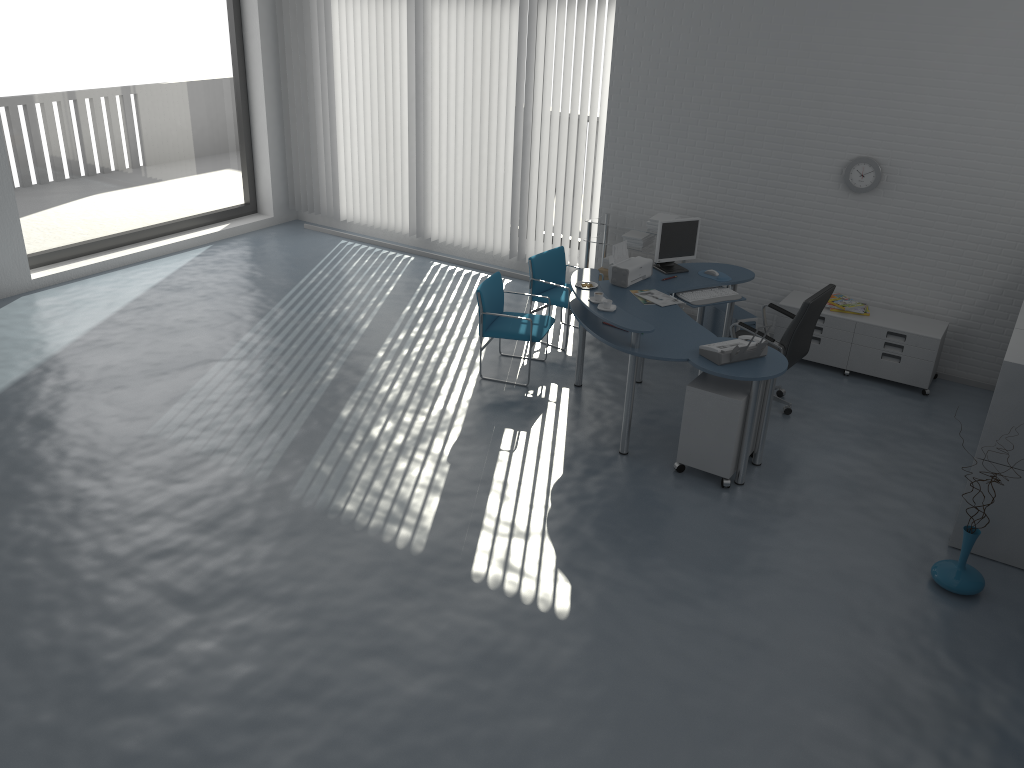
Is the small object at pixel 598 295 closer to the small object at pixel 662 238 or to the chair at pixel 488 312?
the chair at pixel 488 312

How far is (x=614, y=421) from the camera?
6.2m

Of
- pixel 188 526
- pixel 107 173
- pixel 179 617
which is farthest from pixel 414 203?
pixel 179 617

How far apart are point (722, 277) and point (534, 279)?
1.53m

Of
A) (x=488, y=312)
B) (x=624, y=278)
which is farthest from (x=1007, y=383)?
(x=488, y=312)

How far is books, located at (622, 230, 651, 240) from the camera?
7.8 meters

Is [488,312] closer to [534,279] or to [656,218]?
[534,279]

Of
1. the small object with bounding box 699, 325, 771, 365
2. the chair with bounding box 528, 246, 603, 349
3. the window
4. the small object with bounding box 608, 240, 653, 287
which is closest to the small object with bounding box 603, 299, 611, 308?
the small object with bounding box 699, 325, 771, 365

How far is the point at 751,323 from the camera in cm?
704

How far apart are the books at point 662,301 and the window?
5.8m
